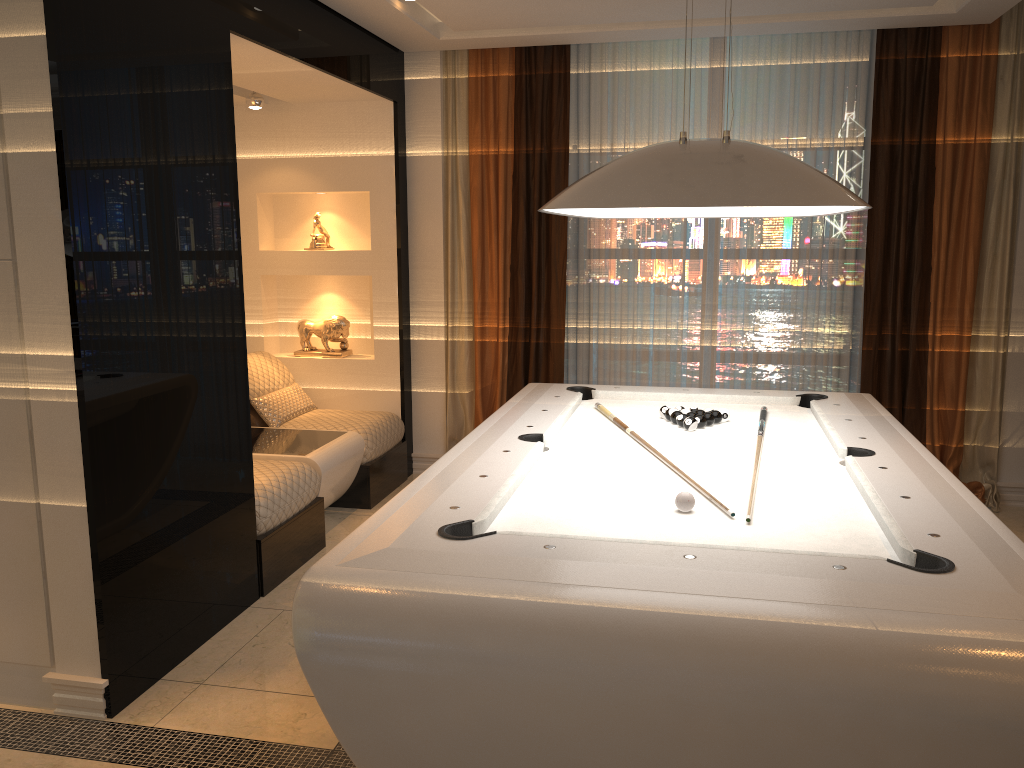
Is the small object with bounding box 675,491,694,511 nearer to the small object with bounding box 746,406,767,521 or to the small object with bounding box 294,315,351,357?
the small object with bounding box 746,406,767,521

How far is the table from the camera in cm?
446

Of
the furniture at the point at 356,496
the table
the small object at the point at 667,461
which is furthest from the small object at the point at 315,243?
the small object at the point at 667,461

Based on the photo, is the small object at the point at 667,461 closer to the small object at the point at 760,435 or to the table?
the small object at the point at 760,435

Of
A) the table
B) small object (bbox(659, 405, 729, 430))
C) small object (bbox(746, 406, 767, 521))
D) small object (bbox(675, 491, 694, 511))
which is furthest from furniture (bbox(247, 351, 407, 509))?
small object (bbox(675, 491, 694, 511))

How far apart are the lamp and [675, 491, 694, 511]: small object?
0.8 meters

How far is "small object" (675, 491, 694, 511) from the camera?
2.5 meters

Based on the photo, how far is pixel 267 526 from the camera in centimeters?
385cm

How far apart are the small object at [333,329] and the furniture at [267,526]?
1.48m

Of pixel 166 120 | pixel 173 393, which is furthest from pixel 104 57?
pixel 173 393
